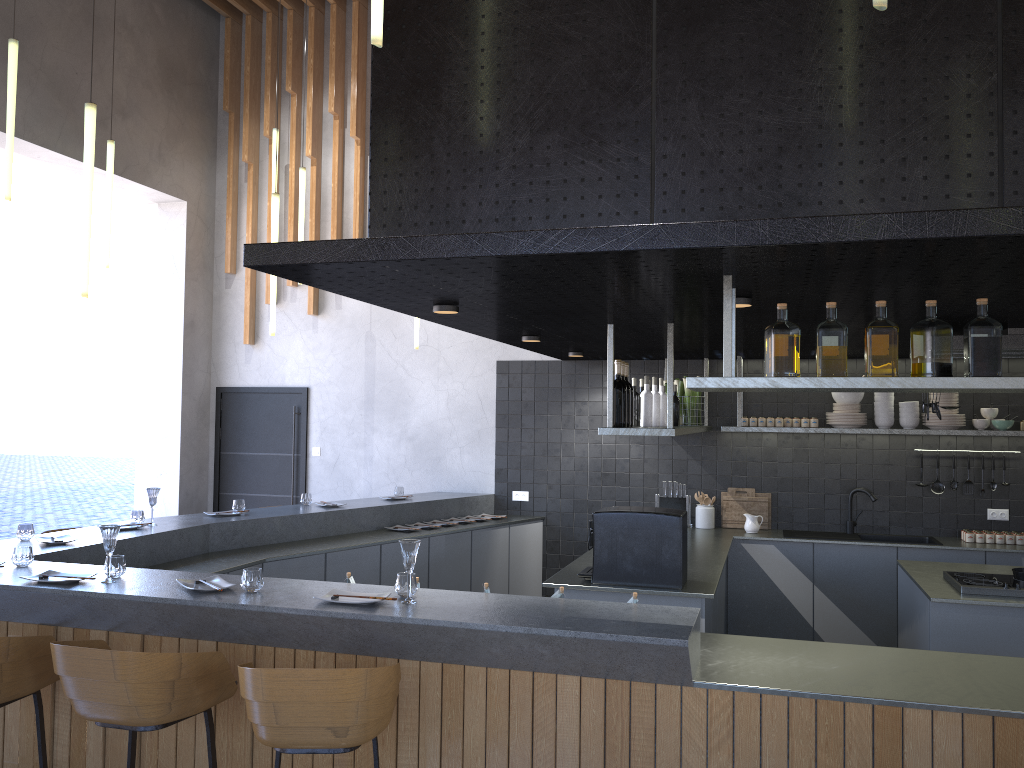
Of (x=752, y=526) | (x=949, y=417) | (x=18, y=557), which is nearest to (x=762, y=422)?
(x=752, y=526)

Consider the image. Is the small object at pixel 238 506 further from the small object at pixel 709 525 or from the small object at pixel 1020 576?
the small object at pixel 1020 576

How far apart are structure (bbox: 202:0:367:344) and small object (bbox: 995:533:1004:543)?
5.9m

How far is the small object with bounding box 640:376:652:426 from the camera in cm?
525

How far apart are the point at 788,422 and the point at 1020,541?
1.8m

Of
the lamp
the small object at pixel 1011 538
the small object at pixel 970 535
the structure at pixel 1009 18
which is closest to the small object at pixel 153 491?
the lamp

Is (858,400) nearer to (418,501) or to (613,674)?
(418,501)

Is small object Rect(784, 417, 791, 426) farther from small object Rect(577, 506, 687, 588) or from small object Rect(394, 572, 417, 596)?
small object Rect(394, 572, 417, 596)

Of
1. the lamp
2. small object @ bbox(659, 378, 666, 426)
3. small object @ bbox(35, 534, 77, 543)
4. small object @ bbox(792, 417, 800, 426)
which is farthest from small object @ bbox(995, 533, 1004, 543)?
small object @ bbox(35, 534, 77, 543)

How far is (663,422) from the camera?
5.5 meters
